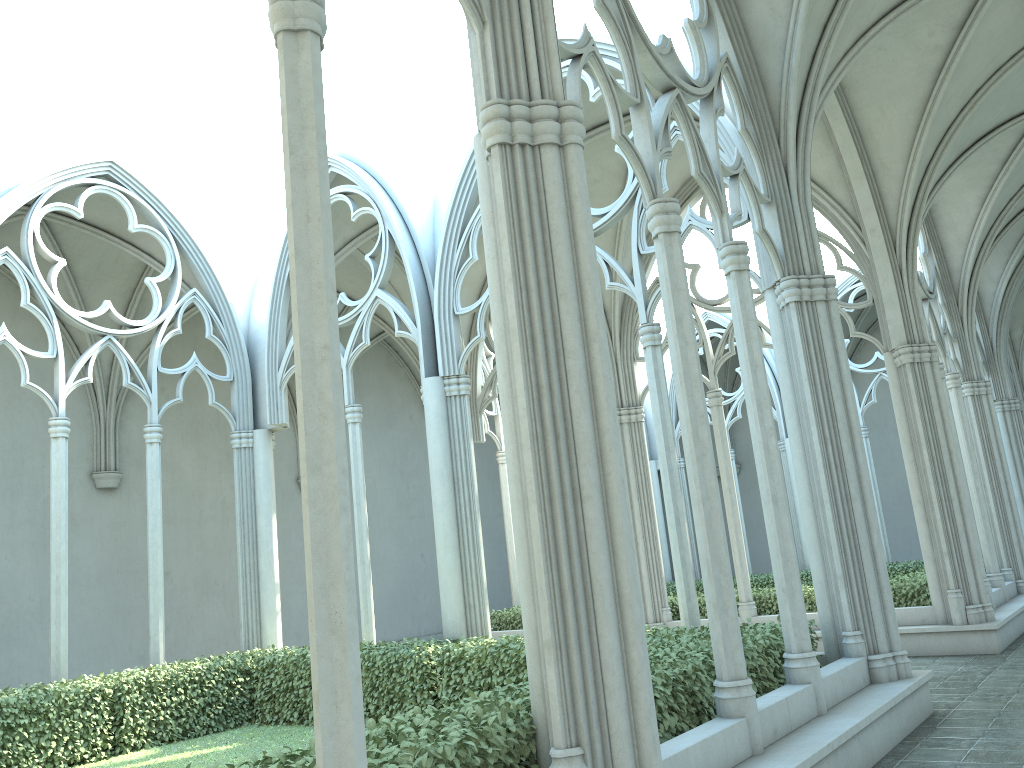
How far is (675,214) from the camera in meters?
6.3

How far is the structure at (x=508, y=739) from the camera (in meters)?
4.28

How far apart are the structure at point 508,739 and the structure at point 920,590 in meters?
5.3

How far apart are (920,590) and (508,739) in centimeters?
996cm

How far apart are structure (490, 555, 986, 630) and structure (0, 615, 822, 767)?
5.3 meters

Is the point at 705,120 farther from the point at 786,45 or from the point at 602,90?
the point at 602,90

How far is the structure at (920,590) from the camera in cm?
1235

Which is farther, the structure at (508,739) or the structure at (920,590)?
the structure at (920,590)

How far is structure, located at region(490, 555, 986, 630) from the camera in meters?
12.4
